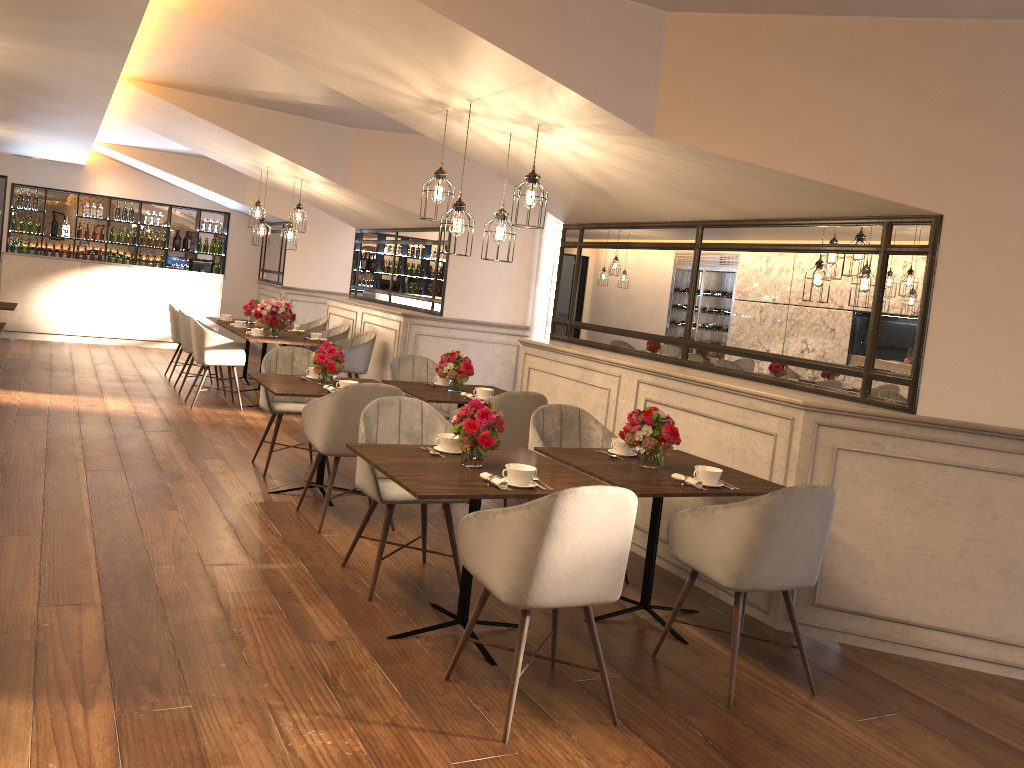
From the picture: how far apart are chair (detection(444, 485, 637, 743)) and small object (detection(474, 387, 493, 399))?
2.6m

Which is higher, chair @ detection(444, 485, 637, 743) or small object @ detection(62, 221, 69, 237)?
small object @ detection(62, 221, 69, 237)

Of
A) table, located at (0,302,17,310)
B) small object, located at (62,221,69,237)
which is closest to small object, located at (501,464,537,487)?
table, located at (0,302,17,310)

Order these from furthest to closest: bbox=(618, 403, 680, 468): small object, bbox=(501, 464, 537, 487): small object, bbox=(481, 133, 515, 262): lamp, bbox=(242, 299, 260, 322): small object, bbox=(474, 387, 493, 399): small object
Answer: bbox=(242, 299, 260, 322): small object < bbox=(474, 387, 493, 399): small object < bbox=(481, 133, 515, 262): lamp < bbox=(618, 403, 680, 468): small object < bbox=(501, 464, 537, 487): small object

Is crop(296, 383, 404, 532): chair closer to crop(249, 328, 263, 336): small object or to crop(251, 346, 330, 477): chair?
crop(251, 346, 330, 477): chair

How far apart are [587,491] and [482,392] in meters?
3.1 m

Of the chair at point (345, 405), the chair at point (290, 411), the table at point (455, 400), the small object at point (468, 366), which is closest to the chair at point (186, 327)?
the chair at point (290, 411)

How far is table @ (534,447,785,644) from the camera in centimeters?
378cm

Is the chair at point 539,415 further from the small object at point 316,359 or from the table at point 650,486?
the small object at point 316,359

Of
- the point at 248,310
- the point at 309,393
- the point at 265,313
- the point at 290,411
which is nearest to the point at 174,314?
the point at 248,310
